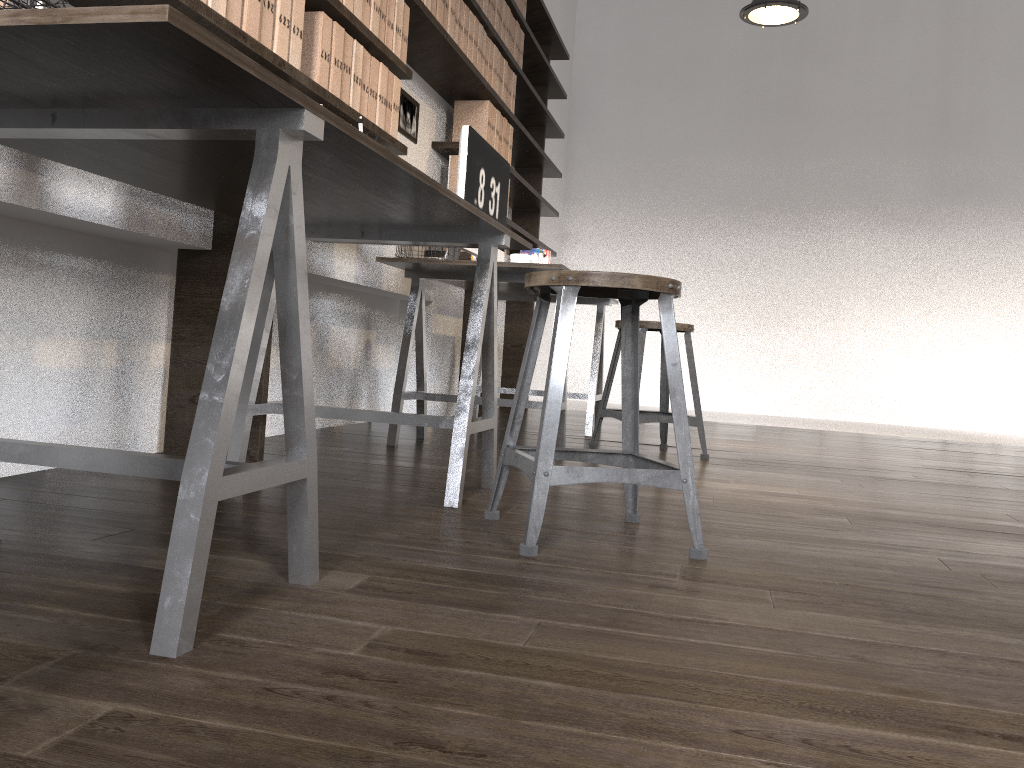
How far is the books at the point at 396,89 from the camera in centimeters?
303cm

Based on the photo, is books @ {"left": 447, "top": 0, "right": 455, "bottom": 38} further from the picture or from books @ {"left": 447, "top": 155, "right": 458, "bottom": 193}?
books @ {"left": 447, "top": 155, "right": 458, "bottom": 193}

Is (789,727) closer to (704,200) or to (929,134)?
(704,200)

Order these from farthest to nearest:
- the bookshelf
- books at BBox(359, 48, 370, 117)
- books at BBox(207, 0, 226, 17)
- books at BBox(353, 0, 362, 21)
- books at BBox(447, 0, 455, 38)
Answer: books at BBox(447, 0, 455, 38) → books at BBox(359, 48, 370, 117) → books at BBox(353, 0, 362, 21) → the bookshelf → books at BBox(207, 0, 226, 17)

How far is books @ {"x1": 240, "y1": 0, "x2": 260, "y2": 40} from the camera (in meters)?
2.08

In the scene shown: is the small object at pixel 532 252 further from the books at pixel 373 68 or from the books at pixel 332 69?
the books at pixel 332 69

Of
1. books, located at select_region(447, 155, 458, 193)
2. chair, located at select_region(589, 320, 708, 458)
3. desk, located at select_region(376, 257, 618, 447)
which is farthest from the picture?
chair, located at select_region(589, 320, 708, 458)

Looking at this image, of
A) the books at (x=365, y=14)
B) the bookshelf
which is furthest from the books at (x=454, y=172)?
the books at (x=365, y=14)

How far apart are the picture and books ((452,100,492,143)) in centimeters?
33cm

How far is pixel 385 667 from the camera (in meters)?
0.99
